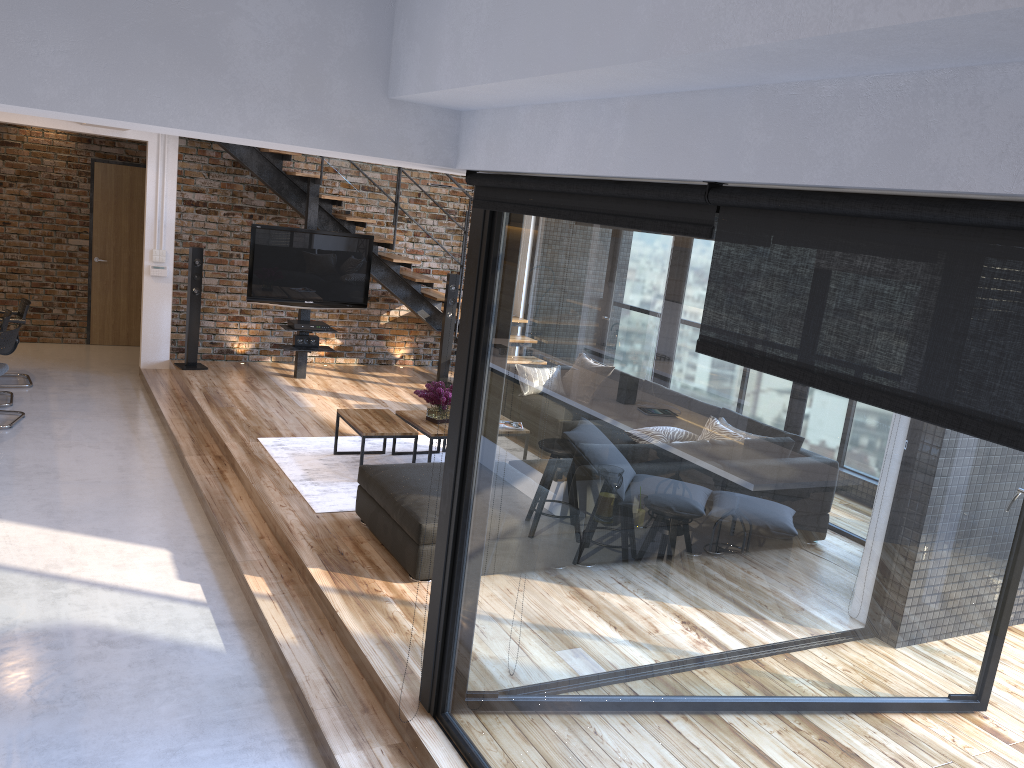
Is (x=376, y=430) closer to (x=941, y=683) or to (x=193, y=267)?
(x=193, y=267)

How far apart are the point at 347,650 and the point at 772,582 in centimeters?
260cm

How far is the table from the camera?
6.1m

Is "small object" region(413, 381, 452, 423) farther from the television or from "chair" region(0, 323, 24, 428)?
"chair" region(0, 323, 24, 428)

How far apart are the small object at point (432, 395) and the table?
0.0m

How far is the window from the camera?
1.55m

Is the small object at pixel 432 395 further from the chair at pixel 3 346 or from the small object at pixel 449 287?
the chair at pixel 3 346

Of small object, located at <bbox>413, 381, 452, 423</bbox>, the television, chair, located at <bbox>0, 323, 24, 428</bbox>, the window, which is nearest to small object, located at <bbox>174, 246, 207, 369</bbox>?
A: the television

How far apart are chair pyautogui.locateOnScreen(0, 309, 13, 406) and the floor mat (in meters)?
2.59

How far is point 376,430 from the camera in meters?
6.1
